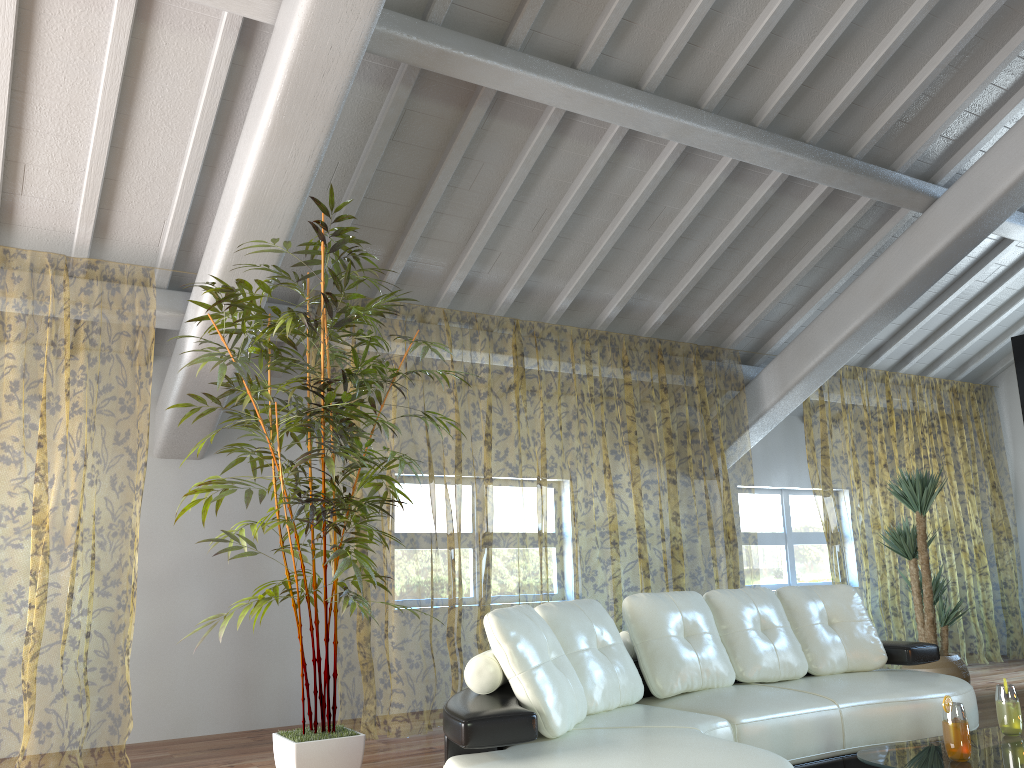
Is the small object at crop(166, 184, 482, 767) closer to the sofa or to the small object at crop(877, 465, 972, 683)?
the sofa

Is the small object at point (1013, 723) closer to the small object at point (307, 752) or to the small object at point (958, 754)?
the small object at point (958, 754)

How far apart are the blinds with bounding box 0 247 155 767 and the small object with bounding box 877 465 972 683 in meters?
4.9

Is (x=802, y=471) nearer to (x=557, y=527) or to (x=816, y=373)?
(x=816, y=373)

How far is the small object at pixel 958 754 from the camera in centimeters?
267cm

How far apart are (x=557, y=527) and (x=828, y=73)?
6.4 meters

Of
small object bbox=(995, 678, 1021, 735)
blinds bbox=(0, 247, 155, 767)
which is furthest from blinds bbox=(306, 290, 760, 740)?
small object bbox=(995, 678, 1021, 735)

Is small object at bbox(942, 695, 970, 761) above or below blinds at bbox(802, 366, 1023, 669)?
below

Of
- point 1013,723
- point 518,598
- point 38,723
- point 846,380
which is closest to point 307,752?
point 1013,723

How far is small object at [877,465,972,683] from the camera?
5.9 meters
